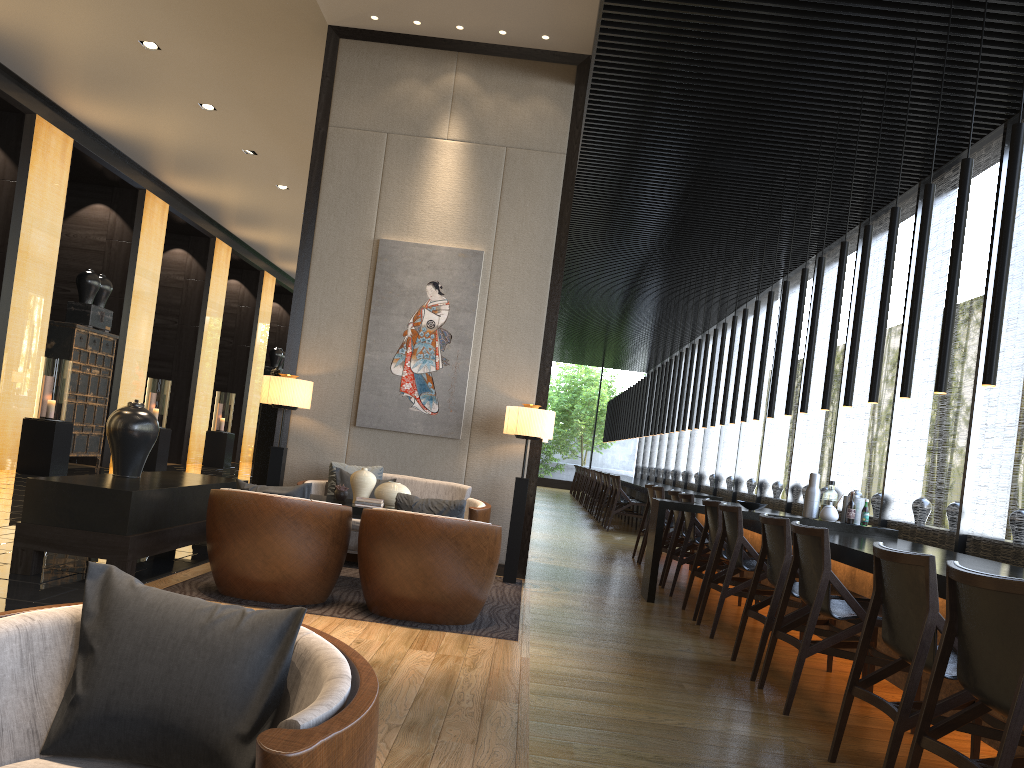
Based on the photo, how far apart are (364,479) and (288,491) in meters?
1.0

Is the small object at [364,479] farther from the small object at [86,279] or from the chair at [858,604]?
the small object at [86,279]

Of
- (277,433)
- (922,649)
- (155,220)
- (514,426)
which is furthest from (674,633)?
(155,220)

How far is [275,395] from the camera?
6.6 meters

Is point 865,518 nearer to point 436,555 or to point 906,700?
point 436,555

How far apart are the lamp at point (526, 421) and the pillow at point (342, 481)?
1.23m

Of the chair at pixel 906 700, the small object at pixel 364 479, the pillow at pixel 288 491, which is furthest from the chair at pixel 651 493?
the chair at pixel 906 700

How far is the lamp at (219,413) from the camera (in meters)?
16.31

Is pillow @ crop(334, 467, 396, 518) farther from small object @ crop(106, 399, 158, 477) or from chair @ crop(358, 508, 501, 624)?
chair @ crop(358, 508, 501, 624)

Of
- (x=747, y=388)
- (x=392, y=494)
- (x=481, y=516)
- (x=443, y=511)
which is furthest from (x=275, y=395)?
(x=747, y=388)
